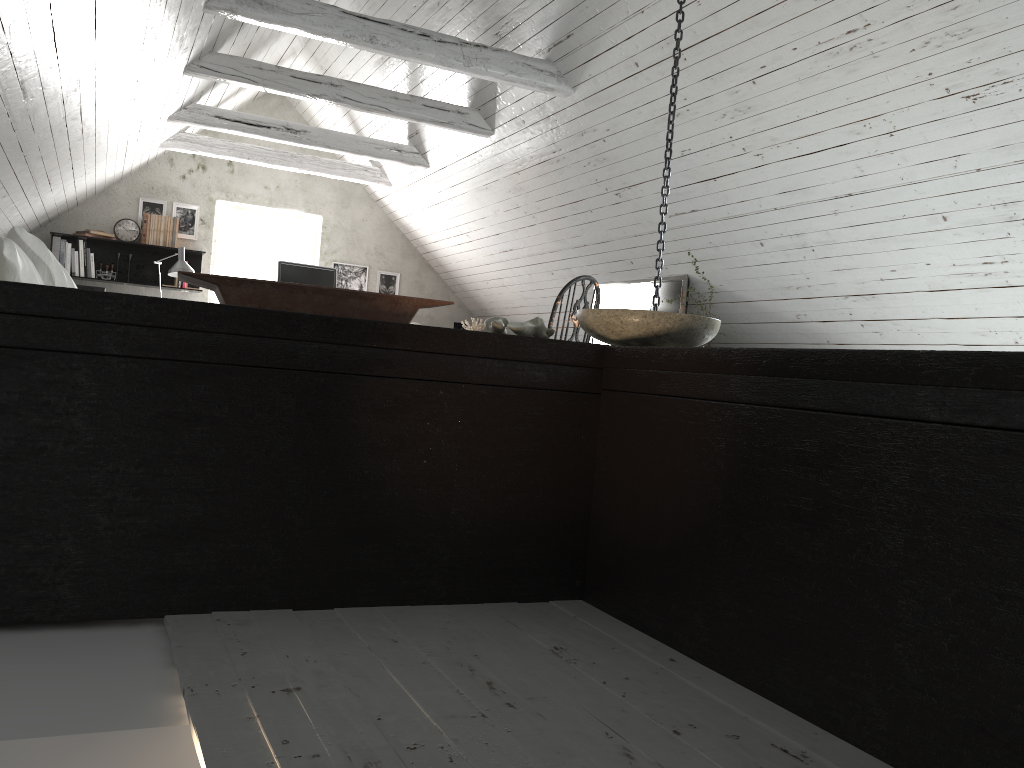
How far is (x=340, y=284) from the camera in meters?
8.1

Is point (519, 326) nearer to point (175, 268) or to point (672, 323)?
point (672, 323)

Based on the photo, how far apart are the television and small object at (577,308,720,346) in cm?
332

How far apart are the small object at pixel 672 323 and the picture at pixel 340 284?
6.3m

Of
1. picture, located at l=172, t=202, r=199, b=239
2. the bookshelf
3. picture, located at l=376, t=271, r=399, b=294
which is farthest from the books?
picture, located at l=376, t=271, r=399, b=294

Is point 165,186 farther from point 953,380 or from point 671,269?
point 953,380

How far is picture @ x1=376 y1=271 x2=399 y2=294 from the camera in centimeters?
823cm

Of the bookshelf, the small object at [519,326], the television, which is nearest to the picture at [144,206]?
the bookshelf

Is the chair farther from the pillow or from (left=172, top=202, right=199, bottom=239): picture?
(left=172, top=202, right=199, bottom=239): picture

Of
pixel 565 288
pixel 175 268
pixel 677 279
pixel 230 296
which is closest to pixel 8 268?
pixel 230 296
